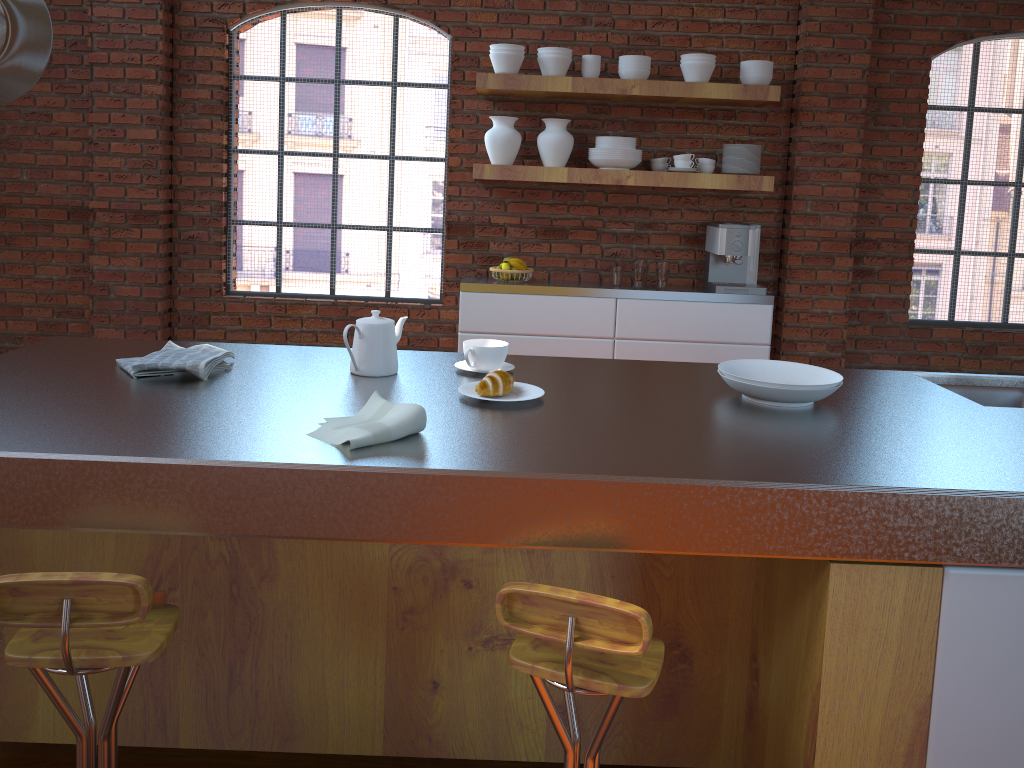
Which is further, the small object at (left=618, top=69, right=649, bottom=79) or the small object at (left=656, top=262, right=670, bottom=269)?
the small object at (left=656, top=262, right=670, bottom=269)

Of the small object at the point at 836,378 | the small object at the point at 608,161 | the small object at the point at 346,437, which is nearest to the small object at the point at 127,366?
the small object at the point at 346,437

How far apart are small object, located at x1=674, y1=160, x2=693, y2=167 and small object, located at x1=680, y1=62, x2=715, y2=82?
0.4m

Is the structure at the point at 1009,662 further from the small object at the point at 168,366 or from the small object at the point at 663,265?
the small object at the point at 663,265

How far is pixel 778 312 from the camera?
4.85m

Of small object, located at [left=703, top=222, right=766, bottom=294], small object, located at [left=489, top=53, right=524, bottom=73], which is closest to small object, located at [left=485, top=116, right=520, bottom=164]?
small object, located at [left=489, top=53, right=524, bottom=73]

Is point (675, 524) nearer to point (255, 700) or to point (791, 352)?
point (255, 700)

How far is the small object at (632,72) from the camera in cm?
435

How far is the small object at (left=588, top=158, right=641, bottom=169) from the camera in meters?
4.4

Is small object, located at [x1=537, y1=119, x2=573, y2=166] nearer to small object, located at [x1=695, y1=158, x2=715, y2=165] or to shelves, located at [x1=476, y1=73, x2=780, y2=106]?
shelves, located at [x1=476, y1=73, x2=780, y2=106]
